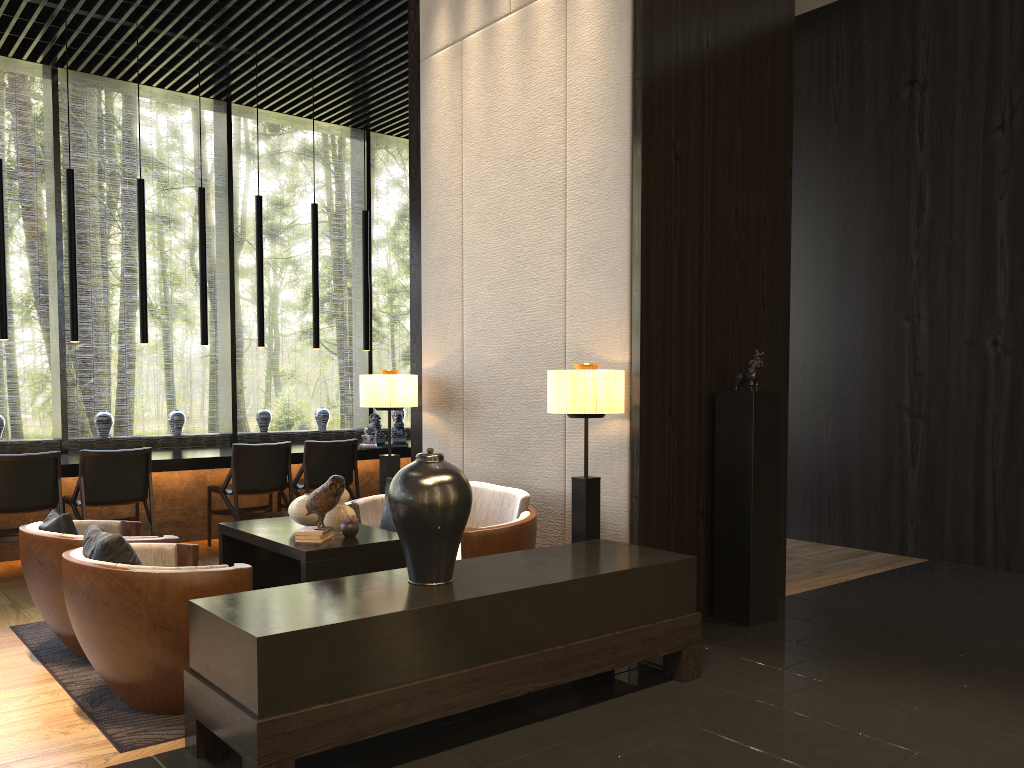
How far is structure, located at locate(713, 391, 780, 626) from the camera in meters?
4.5

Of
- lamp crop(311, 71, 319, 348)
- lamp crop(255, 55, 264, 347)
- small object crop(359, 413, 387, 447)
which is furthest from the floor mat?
lamp crop(311, 71, 319, 348)

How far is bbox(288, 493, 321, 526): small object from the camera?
4.4 meters

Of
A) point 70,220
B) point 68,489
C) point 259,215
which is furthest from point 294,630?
point 259,215

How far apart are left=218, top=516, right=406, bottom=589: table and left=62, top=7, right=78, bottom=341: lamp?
2.8 meters

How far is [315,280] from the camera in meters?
7.8

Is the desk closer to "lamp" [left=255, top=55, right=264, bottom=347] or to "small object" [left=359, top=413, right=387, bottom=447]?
"small object" [left=359, top=413, right=387, bottom=447]

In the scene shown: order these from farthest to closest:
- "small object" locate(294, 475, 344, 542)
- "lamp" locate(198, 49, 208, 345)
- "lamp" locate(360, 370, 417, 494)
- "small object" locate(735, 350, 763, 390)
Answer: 1. "lamp" locate(198, 49, 208, 345)
2. "lamp" locate(360, 370, 417, 494)
3. "small object" locate(735, 350, 763, 390)
4. "small object" locate(294, 475, 344, 542)

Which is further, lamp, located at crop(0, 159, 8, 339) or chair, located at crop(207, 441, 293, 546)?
chair, located at crop(207, 441, 293, 546)

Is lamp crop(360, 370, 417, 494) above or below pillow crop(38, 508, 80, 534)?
above
